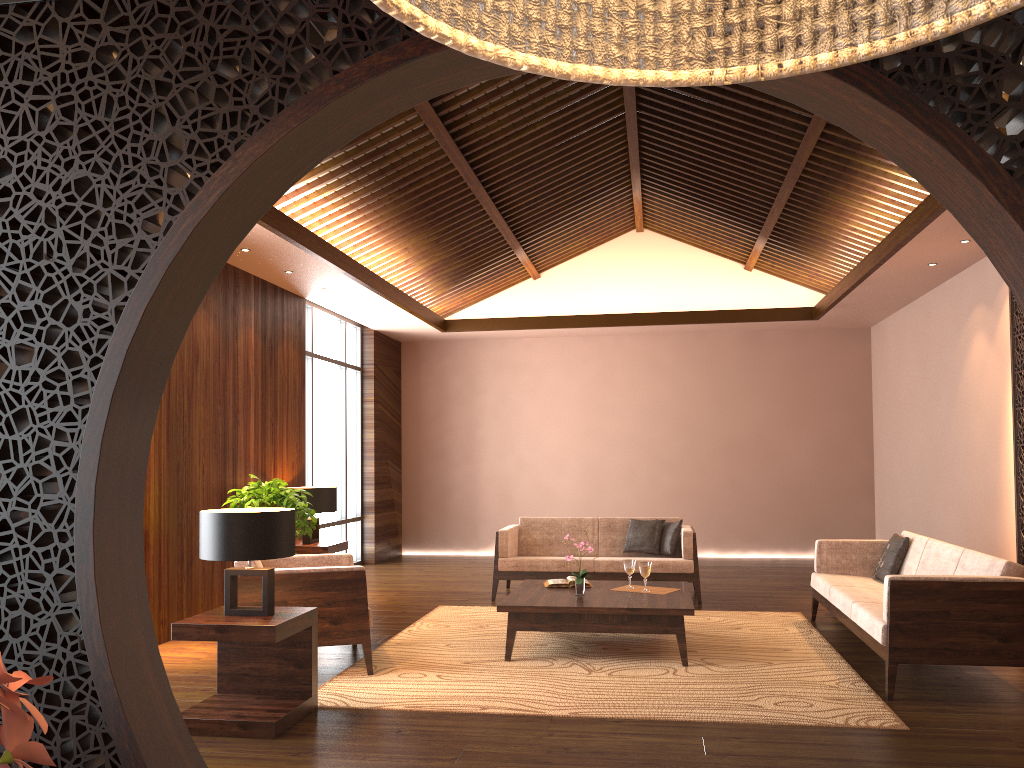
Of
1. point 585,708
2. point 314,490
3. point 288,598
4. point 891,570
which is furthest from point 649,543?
point 288,598

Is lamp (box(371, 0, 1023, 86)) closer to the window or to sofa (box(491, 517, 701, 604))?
sofa (box(491, 517, 701, 604))

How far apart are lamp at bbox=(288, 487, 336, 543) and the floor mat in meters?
1.4

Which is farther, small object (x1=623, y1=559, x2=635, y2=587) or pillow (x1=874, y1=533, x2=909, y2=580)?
pillow (x1=874, y1=533, x2=909, y2=580)

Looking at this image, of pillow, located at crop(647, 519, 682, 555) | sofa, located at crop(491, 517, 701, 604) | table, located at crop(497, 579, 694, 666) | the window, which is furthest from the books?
the window

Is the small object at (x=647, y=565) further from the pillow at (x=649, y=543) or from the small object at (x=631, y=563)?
the pillow at (x=649, y=543)

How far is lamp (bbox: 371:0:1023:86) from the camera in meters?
0.3 m

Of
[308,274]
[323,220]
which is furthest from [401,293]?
[323,220]

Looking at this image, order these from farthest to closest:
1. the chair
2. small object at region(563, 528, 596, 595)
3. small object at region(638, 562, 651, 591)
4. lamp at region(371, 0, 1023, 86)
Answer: small object at region(638, 562, 651, 591)
small object at region(563, 528, 596, 595)
the chair
lamp at region(371, 0, 1023, 86)

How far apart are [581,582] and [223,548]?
2.4 meters
